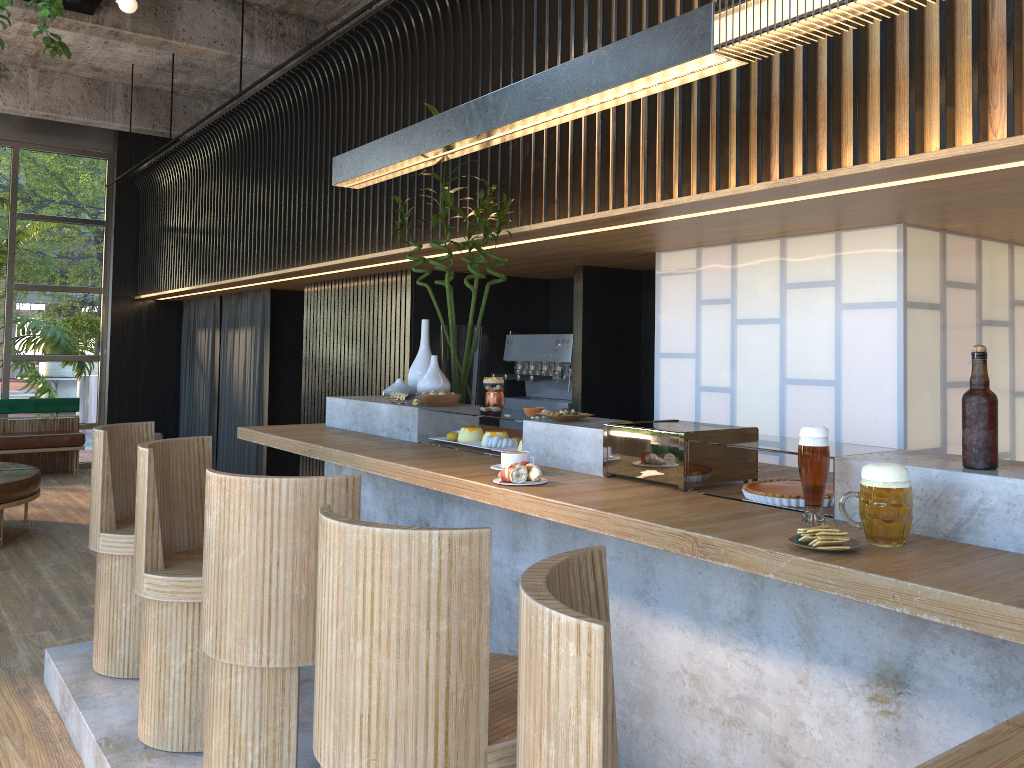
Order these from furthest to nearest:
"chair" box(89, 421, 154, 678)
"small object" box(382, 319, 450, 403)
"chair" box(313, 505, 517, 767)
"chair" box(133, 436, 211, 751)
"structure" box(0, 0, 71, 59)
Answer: "structure" box(0, 0, 71, 59) < "small object" box(382, 319, 450, 403) < "chair" box(89, 421, 154, 678) < "chair" box(133, 436, 211, 751) < "chair" box(313, 505, 517, 767)

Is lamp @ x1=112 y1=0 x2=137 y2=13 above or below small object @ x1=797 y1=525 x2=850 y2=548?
above

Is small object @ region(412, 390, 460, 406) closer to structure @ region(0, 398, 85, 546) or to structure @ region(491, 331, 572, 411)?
structure @ region(491, 331, 572, 411)

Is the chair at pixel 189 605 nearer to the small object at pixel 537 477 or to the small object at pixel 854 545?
the small object at pixel 537 477

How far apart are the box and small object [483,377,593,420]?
8.1 meters

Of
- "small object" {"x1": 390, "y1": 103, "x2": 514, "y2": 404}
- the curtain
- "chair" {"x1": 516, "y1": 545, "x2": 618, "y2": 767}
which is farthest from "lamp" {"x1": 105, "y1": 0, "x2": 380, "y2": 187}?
the curtain

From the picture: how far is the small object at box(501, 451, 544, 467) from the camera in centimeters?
290cm

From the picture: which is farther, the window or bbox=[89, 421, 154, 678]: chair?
the window

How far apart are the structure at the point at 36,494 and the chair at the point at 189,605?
4.12m

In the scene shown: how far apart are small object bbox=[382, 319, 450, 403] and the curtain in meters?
4.8 m
